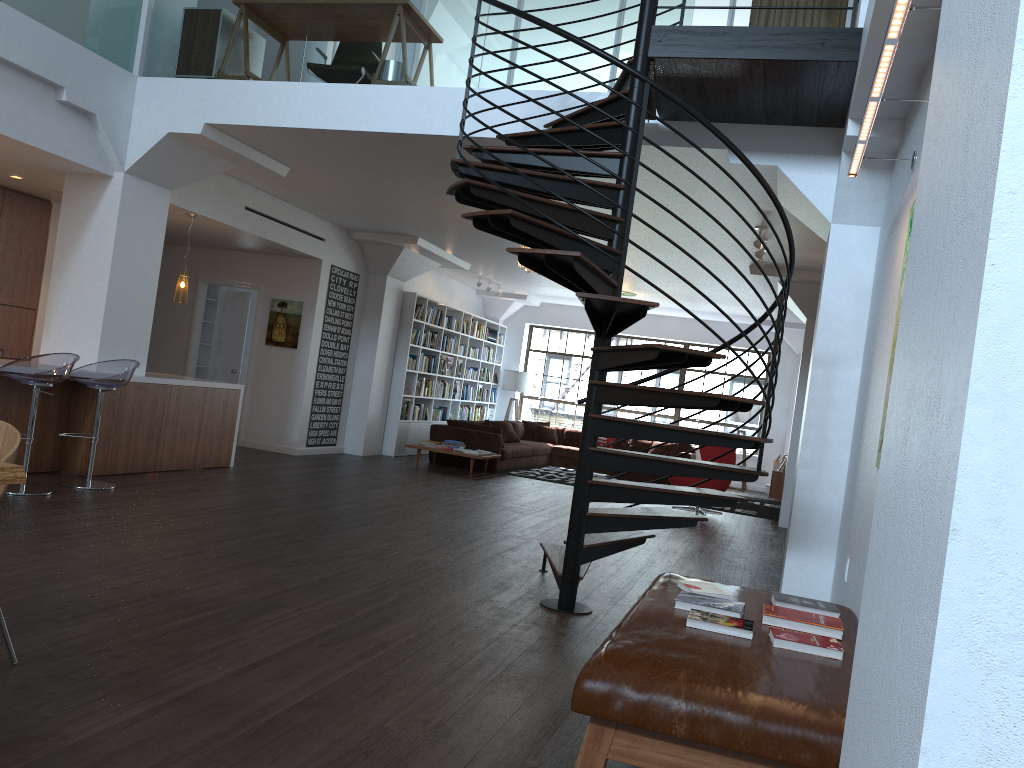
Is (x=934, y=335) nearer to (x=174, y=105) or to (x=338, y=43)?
(x=338, y=43)

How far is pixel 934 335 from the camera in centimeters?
100cm

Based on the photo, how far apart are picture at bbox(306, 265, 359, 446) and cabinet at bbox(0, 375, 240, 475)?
2.40m

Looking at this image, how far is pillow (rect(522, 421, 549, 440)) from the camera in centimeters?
1598cm

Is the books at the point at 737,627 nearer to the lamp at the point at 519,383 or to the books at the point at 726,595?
the books at the point at 726,595

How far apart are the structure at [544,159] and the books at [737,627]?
1.3m

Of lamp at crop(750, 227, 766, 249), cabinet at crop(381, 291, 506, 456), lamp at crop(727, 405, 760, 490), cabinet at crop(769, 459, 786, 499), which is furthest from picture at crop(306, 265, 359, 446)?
lamp at crop(727, 405, 760, 490)

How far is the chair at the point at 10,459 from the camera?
2.91m

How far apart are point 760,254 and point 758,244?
0.5m

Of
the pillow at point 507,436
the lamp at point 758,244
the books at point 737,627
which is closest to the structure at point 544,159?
the books at point 737,627
